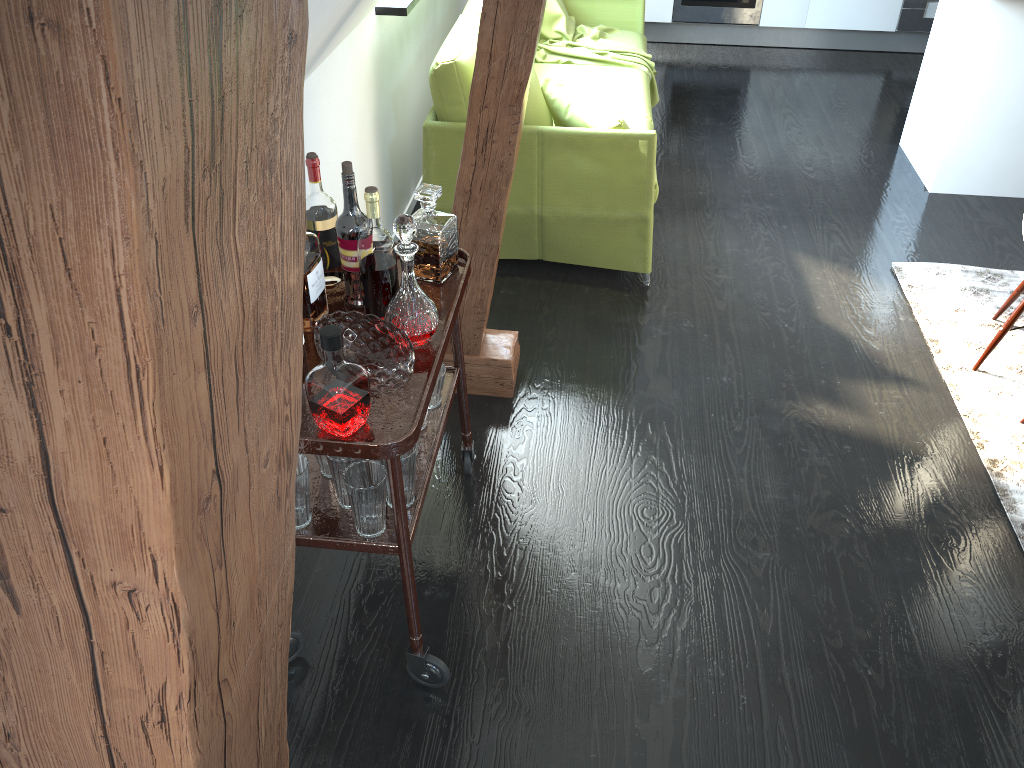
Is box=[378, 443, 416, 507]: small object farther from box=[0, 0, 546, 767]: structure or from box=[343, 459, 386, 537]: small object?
box=[0, 0, 546, 767]: structure

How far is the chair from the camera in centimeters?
291cm

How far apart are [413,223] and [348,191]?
0.2 meters

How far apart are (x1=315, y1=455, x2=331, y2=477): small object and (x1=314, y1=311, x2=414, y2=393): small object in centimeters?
26cm

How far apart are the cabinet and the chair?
1.17m

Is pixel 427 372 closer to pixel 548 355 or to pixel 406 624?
pixel 406 624

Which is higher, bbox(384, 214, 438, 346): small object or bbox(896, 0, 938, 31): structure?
bbox(384, 214, 438, 346): small object

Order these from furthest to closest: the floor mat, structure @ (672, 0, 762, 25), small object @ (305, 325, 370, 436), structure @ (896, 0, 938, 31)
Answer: structure @ (672, 0, 762, 25)
structure @ (896, 0, 938, 31)
the floor mat
small object @ (305, 325, 370, 436)

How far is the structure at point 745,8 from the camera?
5.94m

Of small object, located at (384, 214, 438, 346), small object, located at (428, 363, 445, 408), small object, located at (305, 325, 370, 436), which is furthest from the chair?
small object, located at (305, 325, 370, 436)
